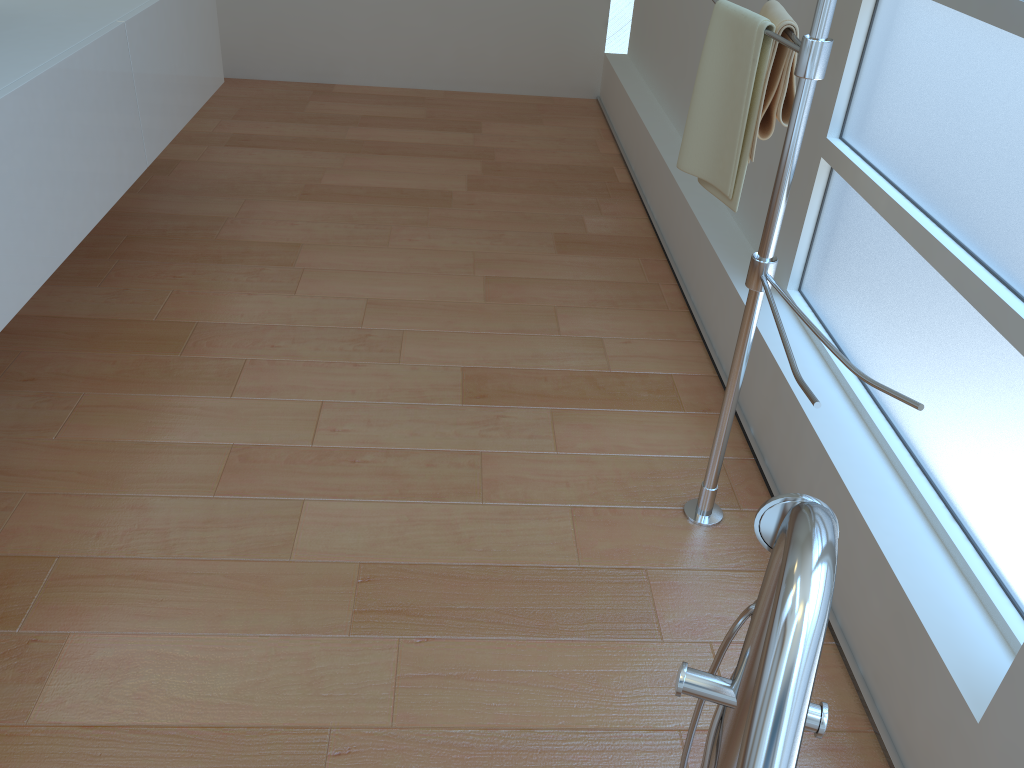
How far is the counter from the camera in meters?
1.7

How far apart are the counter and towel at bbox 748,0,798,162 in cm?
140

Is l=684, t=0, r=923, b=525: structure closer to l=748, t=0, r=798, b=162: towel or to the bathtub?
l=748, t=0, r=798, b=162: towel

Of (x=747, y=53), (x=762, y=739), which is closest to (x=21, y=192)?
(x=747, y=53)

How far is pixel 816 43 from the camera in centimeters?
138cm

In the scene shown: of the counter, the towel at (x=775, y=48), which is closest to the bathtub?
the towel at (x=775, y=48)

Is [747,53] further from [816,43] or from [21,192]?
[21,192]

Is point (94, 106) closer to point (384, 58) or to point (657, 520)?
point (657, 520)

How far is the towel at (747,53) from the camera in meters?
1.6

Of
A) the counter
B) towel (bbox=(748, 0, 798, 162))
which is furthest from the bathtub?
the counter
